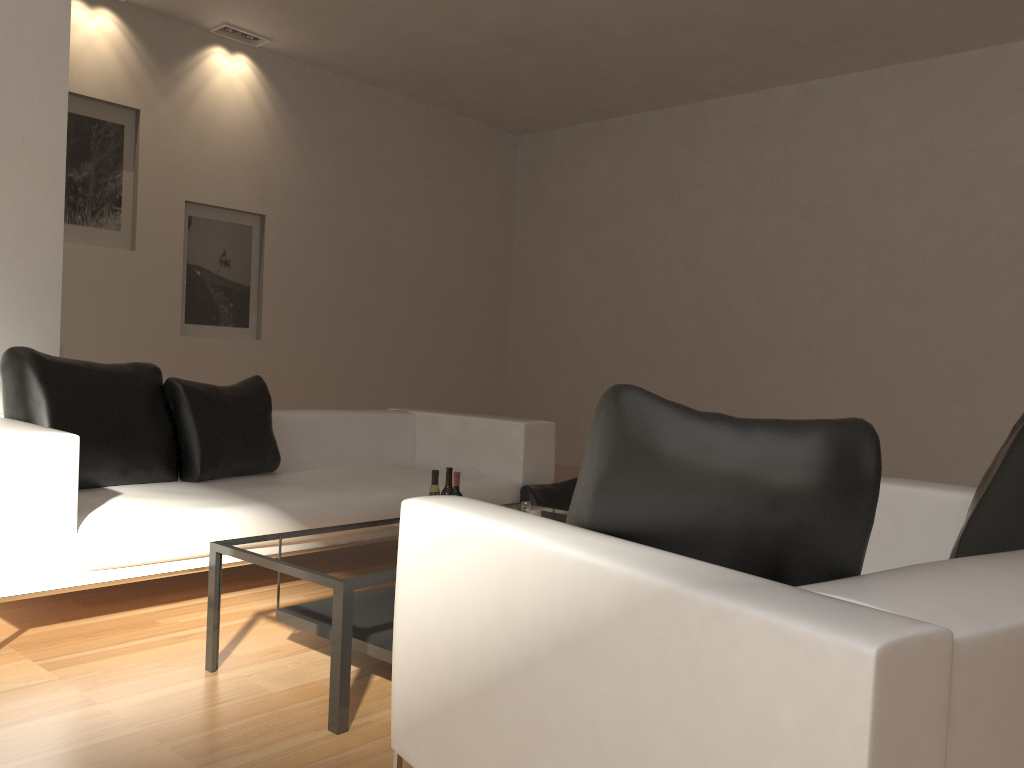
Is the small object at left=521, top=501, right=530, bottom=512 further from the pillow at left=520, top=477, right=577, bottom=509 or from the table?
the pillow at left=520, top=477, right=577, bottom=509

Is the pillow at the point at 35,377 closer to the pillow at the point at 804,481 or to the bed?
the bed

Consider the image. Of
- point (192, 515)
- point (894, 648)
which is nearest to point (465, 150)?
point (192, 515)

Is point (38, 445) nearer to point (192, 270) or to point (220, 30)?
point (192, 270)

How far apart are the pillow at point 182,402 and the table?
1.19m

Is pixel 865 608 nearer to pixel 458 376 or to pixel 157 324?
pixel 157 324

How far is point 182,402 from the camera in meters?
4.2 m

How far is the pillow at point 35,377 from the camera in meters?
3.6

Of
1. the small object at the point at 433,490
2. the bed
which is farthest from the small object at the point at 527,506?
the bed

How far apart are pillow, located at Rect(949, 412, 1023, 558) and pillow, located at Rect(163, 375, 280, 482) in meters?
3.2
